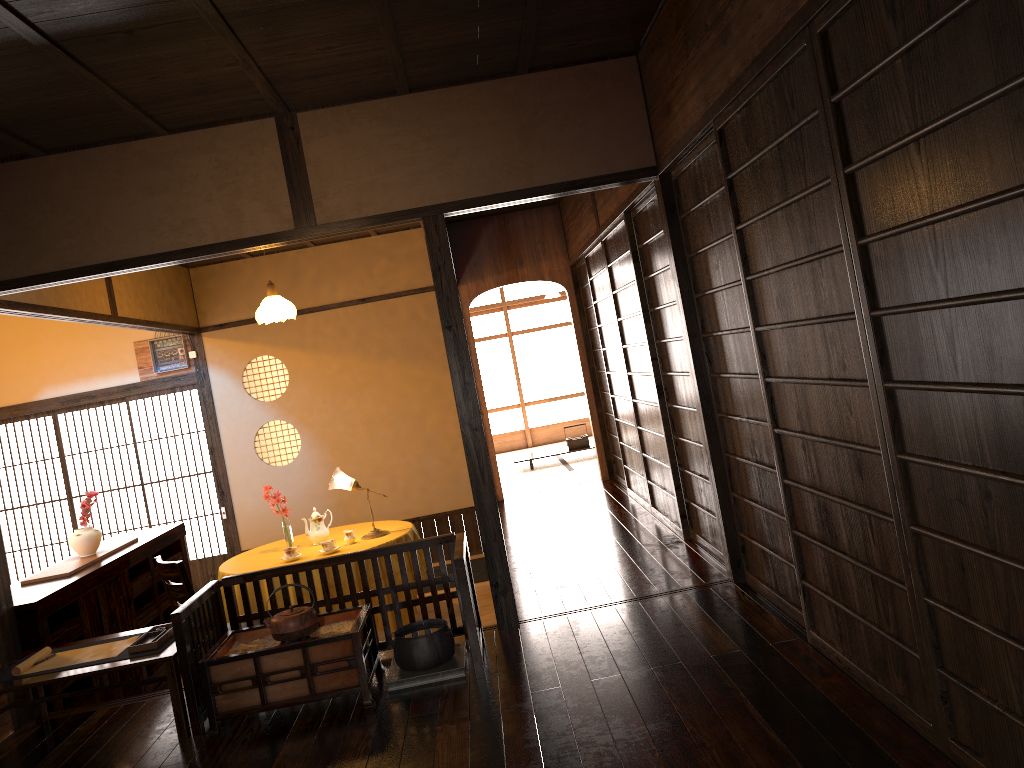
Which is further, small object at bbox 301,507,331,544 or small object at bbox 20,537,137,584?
small object at bbox 301,507,331,544

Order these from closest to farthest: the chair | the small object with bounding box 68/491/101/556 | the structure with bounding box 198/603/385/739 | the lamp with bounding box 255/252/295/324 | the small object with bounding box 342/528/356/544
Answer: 1. the structure with bounding box 198/603/385/739
2. the chair
3. the small object with bounding box 68/491/101/556
4. the small object with bounding box 342/528/356/544
5. the lamp with bounding box 255/252/295/324

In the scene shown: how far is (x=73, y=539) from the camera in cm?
534

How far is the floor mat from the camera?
7.2m

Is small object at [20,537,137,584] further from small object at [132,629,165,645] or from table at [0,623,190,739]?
small object at [132,629,165,645]

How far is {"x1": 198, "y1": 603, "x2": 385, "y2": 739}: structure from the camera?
3.5 meters

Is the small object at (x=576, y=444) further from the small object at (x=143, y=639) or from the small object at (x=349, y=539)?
the small object at (x=143, y=639)

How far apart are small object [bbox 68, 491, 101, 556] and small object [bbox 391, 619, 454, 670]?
2.5 meters

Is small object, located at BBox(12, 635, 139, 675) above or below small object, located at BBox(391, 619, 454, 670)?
above

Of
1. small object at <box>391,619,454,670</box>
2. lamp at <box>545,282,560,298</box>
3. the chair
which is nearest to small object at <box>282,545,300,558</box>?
the chair
